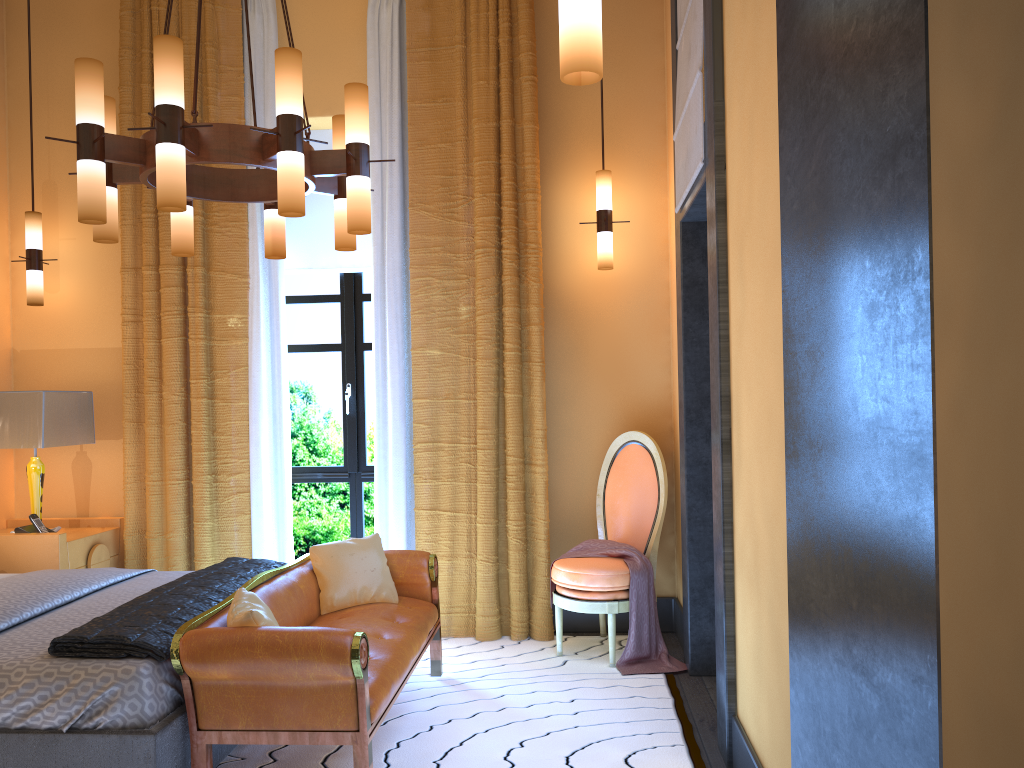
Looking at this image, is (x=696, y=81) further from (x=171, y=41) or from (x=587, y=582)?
(x=587, y=582)

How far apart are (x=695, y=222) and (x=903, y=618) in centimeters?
353cm

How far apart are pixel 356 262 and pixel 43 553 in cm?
233

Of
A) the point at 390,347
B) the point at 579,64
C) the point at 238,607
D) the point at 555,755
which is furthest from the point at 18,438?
the point at 579,64

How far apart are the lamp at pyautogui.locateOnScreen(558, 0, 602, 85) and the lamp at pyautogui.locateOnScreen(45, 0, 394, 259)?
1.3m

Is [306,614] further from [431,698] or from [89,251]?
[89,251]

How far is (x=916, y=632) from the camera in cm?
84

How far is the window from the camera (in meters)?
5.38

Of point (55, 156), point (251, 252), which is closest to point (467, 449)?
point (251, 252)

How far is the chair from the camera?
4.33m
